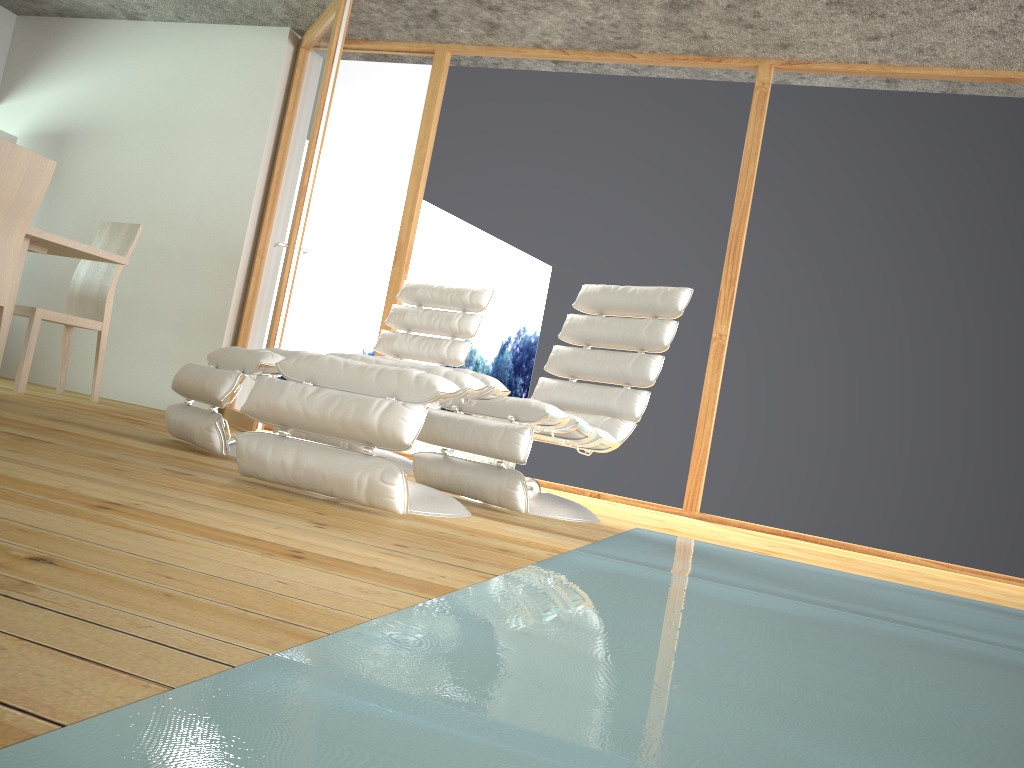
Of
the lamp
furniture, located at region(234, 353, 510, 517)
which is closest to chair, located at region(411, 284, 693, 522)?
furniture, located at region(234, 353, 510, 517)

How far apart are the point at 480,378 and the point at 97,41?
4.7m

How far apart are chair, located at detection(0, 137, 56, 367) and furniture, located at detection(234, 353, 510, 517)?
1.7 meters

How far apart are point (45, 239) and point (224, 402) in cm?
157

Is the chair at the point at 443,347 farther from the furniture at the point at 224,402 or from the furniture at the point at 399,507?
the furniture at the point at 399,507

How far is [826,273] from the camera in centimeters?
449cm

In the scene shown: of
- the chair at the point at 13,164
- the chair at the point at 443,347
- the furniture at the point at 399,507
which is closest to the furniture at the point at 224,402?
the furniture at the point at 399,507

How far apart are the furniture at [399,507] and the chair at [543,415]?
0.2 meters

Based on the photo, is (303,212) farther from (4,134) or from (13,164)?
(4,134)

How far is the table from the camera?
3.9m
